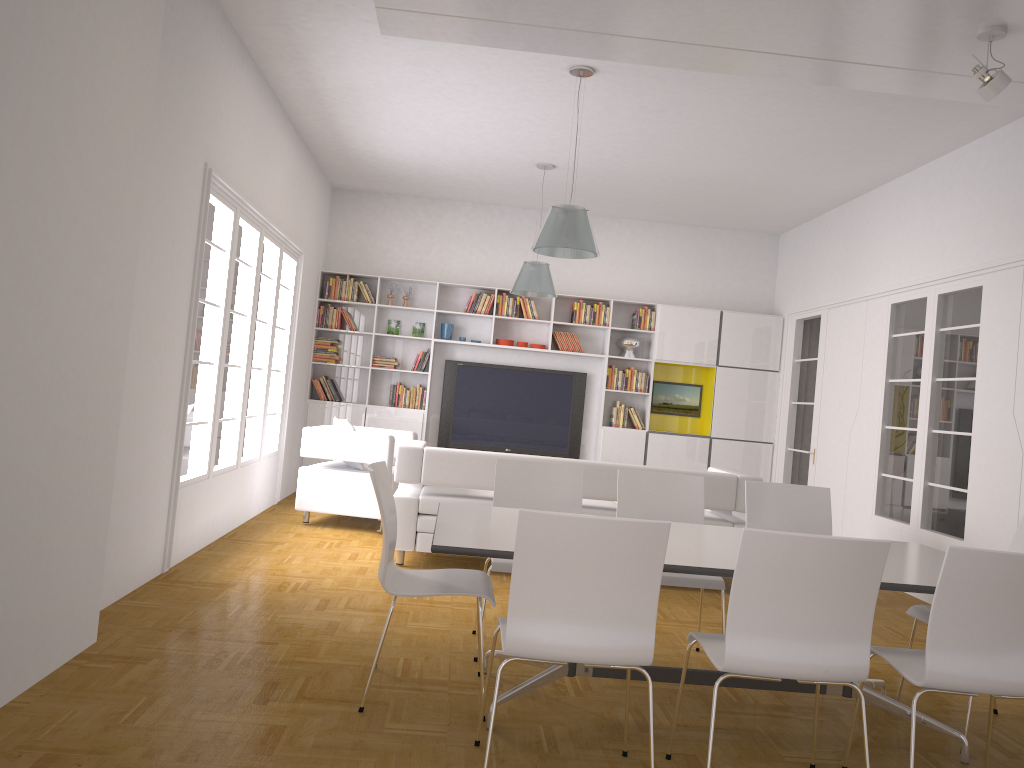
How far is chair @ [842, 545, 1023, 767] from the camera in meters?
2.8 m

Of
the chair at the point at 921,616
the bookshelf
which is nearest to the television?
the bookshelf

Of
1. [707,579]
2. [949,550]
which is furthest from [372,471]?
[949,550]

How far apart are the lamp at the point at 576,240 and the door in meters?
4.1

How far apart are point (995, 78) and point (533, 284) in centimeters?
450cm

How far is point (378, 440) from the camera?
7.52m

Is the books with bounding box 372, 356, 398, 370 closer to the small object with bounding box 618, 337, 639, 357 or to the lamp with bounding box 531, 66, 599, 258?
the small object with bounding box 618, 337, 639, 357

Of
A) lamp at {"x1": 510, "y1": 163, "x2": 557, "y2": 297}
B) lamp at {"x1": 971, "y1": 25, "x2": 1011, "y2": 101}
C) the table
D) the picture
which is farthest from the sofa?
the picture

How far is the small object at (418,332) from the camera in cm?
1028

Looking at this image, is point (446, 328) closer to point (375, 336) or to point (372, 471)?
point (375, 336)
